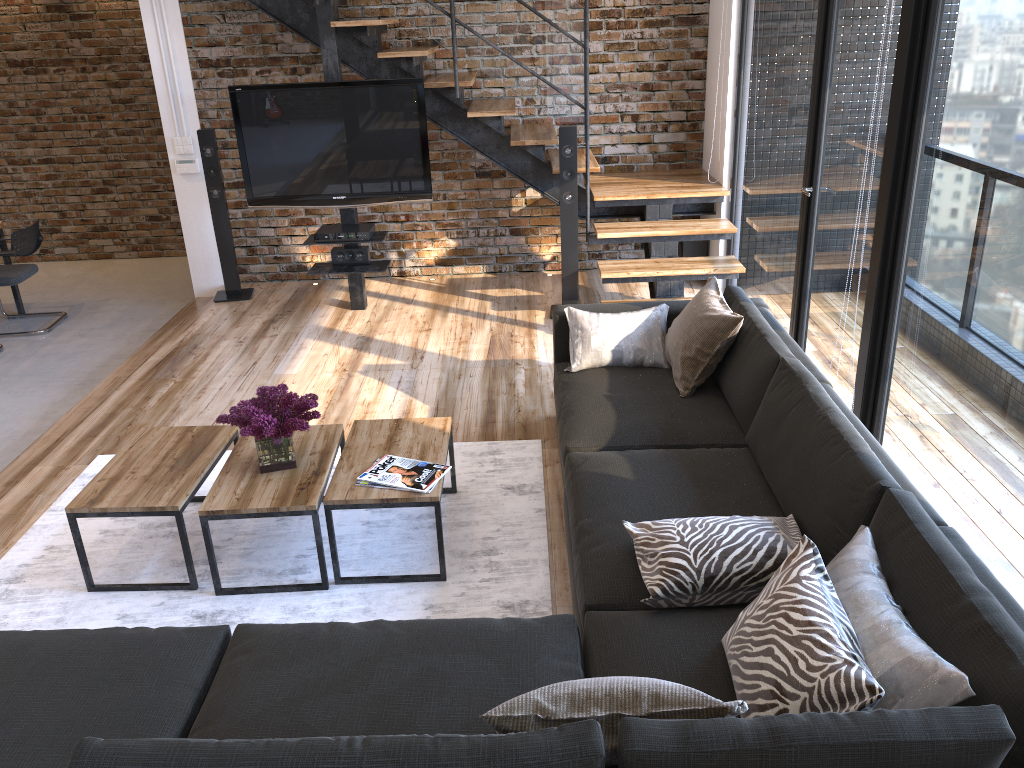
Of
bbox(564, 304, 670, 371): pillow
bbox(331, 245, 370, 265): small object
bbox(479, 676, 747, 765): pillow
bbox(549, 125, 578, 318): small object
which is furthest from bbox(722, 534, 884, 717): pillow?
bbox(331, 245, 370, 265): small object

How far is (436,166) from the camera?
6.6 meters

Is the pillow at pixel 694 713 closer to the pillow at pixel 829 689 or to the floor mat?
the pillow at pixel 829 689

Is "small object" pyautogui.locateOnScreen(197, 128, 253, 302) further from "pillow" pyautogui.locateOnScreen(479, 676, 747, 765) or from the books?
"pillow" pyautogui.locateOnScreen(479, 676, 747, 765)

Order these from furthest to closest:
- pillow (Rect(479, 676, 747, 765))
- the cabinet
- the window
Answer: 1. the cabinet
2. the window
3. pillow (Rect(479, 676, 747, 765))

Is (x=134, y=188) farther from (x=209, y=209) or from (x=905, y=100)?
(x=905, y=100)

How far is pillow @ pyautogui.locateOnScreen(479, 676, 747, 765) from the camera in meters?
1.7

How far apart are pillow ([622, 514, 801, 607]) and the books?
0.77m

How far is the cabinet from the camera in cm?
682

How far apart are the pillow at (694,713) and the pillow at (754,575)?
0.6 meters
